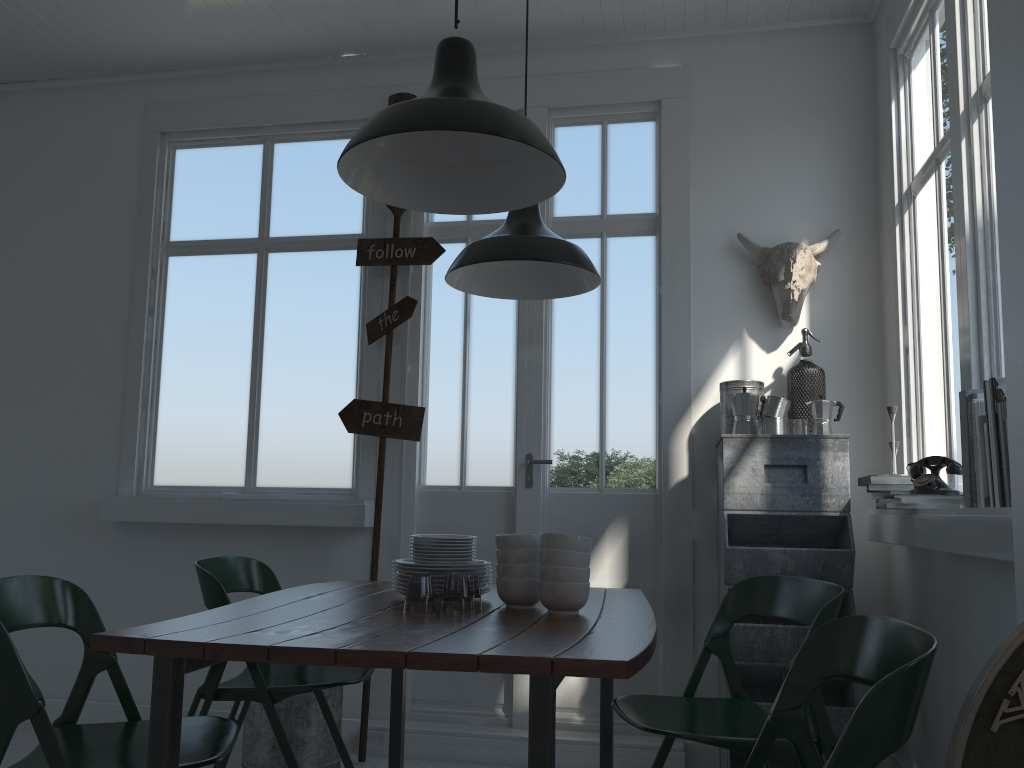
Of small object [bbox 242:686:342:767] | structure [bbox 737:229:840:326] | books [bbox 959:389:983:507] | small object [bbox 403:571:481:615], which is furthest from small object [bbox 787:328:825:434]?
small object [bbox 242:686:342:767]

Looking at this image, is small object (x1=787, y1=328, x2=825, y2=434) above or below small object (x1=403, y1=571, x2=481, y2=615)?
above

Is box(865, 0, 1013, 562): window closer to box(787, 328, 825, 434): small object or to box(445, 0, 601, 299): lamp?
box(787, 328, 825, 434): small object

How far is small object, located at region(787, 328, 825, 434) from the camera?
4.07m

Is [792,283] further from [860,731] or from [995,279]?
[860,731]

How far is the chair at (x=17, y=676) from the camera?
1.95m

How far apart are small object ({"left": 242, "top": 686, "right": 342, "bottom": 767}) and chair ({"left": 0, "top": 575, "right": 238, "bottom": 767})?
1.35m

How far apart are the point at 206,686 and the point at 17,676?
1.1 meters

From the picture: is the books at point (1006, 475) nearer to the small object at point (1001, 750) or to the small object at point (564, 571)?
the small object at point (1001, 750)

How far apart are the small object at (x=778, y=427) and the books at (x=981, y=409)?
1.4 meters
